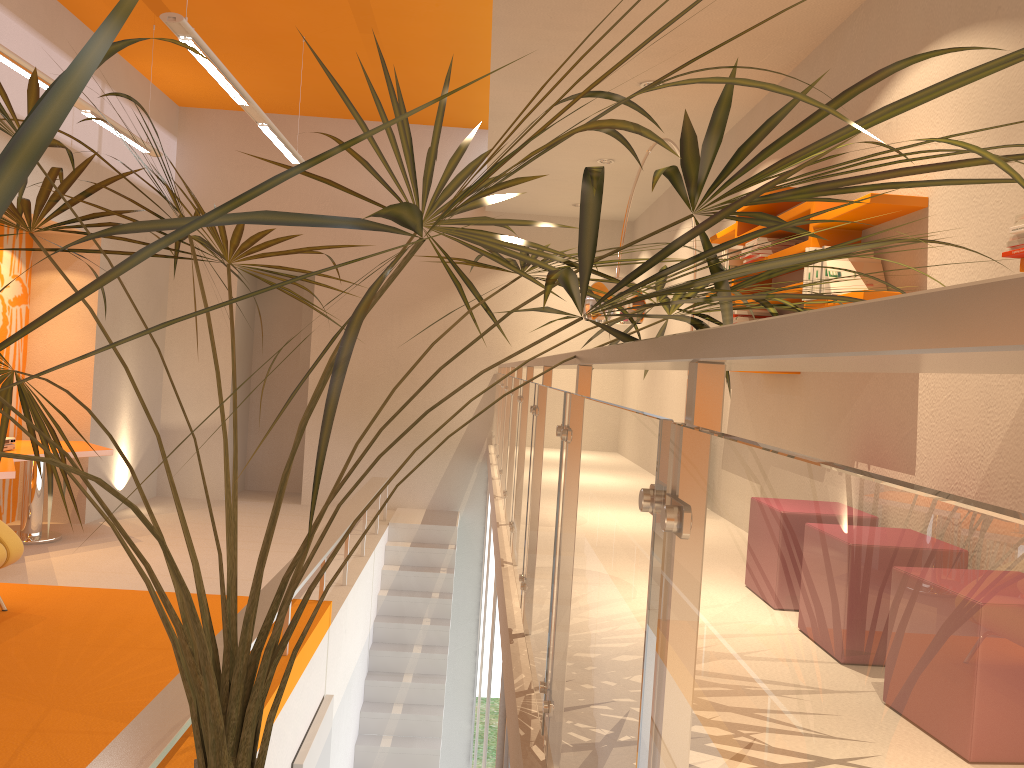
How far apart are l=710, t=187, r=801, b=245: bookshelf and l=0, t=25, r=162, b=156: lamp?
4.3 meters

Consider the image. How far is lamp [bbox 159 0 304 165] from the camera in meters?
4.5

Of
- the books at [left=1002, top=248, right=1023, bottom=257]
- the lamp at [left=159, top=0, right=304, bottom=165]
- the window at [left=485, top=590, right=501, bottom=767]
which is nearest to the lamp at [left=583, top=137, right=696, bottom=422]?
the window at [left=485, top=590, right=501, bottom=767]

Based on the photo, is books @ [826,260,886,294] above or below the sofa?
above

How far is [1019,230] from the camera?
2.3 meters

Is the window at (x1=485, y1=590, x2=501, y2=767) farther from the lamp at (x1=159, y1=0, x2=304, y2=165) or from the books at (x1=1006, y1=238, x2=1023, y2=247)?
the lamp at (x1=159, y1=0, x2=304, y2=165)

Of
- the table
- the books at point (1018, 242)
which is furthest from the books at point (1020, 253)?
the table

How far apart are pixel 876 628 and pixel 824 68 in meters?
4.6

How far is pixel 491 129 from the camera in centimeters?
650cm

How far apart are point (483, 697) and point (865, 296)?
4.68m
